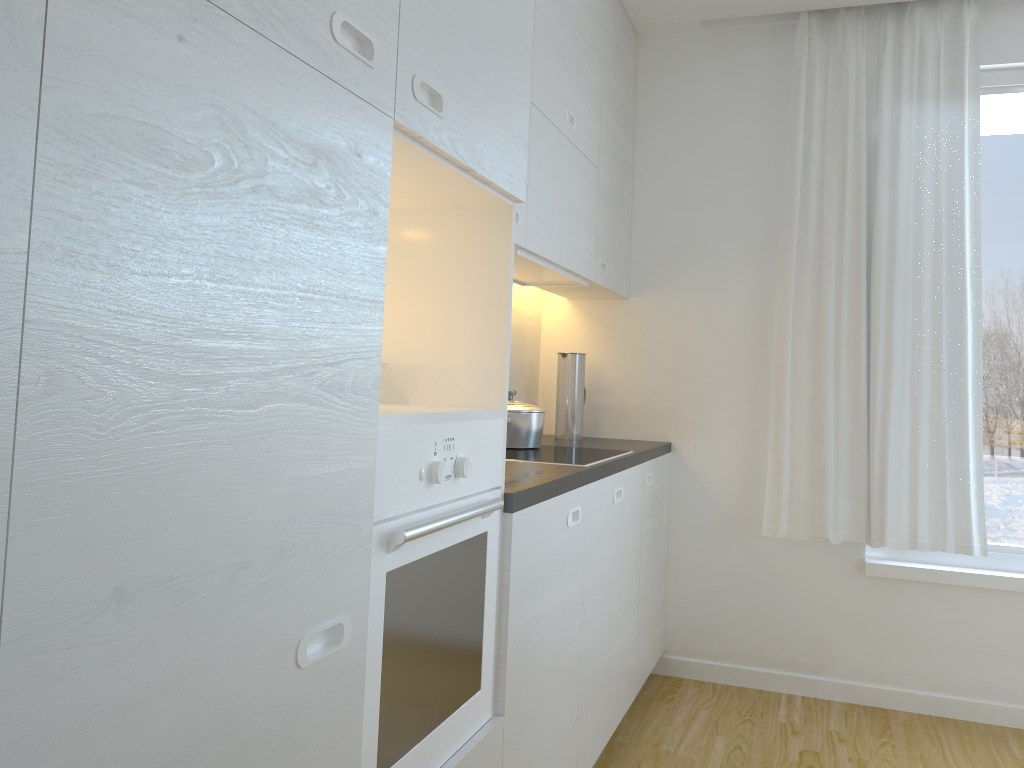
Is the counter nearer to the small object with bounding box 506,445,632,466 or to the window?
the small object with bounding box 506,445,632,466

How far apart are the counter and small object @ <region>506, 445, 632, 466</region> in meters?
0.0 m

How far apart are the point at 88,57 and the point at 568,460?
1.99m

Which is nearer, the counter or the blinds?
the counter

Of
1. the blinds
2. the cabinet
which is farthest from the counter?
the blinds

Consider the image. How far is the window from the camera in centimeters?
337cm

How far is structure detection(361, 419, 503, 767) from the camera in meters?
1.3 m

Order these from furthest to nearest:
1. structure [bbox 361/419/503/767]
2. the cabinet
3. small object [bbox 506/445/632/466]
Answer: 1. small object [bbox 506/445/632/466]
2. structure [bbox 361/419/503/767]
3. the cabinet

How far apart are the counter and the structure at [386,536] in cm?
4

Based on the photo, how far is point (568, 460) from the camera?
2.60m
